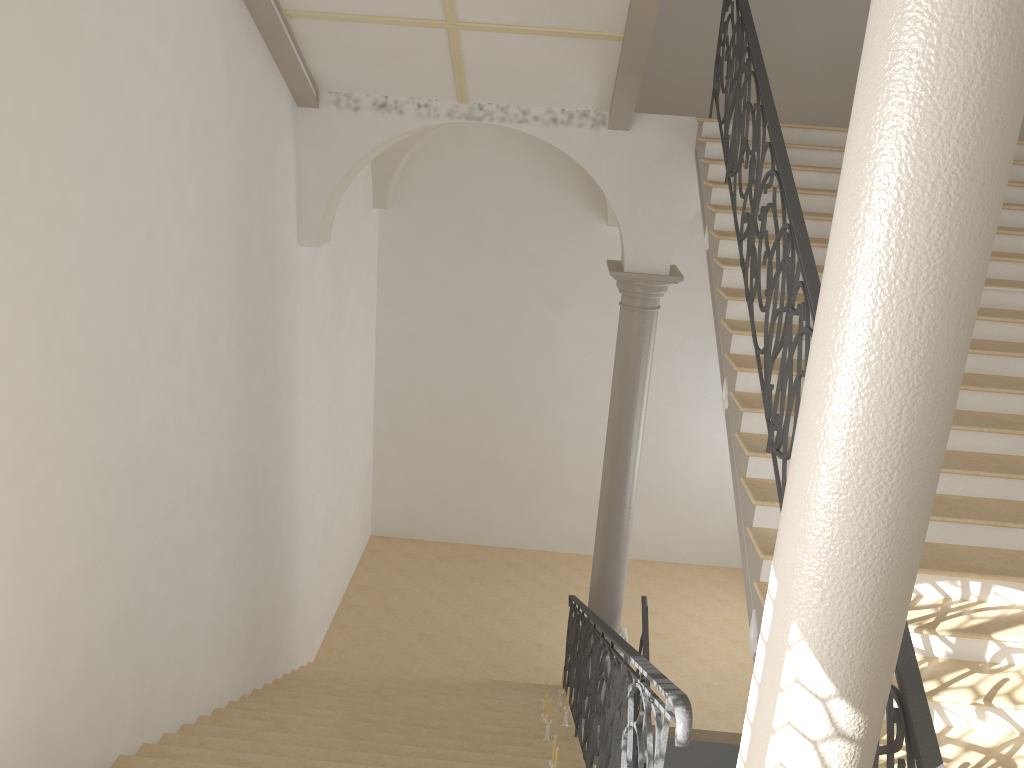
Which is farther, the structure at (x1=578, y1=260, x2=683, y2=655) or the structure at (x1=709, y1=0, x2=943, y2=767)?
the structure at (x1=578, y1=260, x2=683, y2=655)

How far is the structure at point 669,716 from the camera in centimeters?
293cm

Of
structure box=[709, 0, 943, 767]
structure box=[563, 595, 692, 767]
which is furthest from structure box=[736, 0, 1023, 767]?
structure box=[709, 0, 943, 767]

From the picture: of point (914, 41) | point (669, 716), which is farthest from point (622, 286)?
point (914, 41)

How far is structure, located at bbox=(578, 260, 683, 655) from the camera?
Result: 8.5m

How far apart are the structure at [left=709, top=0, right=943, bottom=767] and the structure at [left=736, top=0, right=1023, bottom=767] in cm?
29

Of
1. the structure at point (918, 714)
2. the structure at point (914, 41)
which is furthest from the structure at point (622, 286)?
the structure at point (914, 41)

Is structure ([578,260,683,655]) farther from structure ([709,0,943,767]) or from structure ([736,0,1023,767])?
A: structure ([736,0,1023,767])

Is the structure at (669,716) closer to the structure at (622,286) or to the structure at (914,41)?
the structure at (914,41)

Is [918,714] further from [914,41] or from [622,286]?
[622,286]
